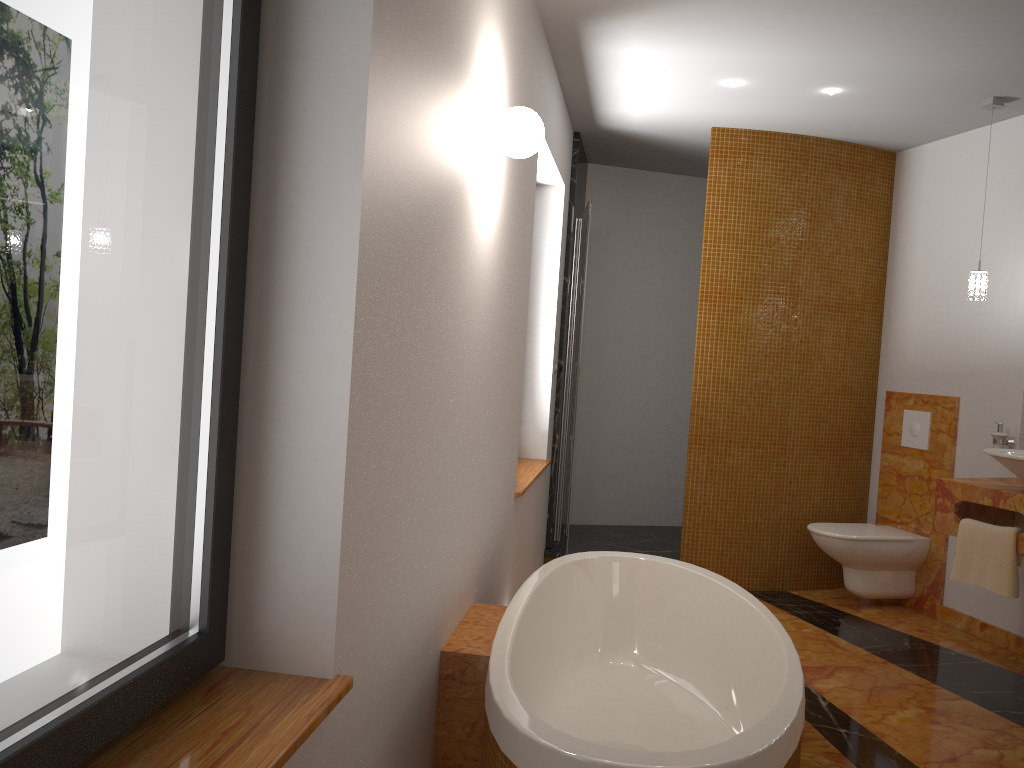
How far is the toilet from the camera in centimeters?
451cm

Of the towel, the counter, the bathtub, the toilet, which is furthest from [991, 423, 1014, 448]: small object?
the bathtub

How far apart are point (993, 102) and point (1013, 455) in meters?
1.6 m

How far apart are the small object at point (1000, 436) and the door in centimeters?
197cm

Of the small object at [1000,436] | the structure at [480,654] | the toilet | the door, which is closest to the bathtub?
the structure at [480,654]

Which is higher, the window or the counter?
the window

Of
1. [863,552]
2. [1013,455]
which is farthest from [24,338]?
[863,552]

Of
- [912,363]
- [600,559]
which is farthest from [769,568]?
[600,559]

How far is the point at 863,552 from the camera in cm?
451

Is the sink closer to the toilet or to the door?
the toilet
